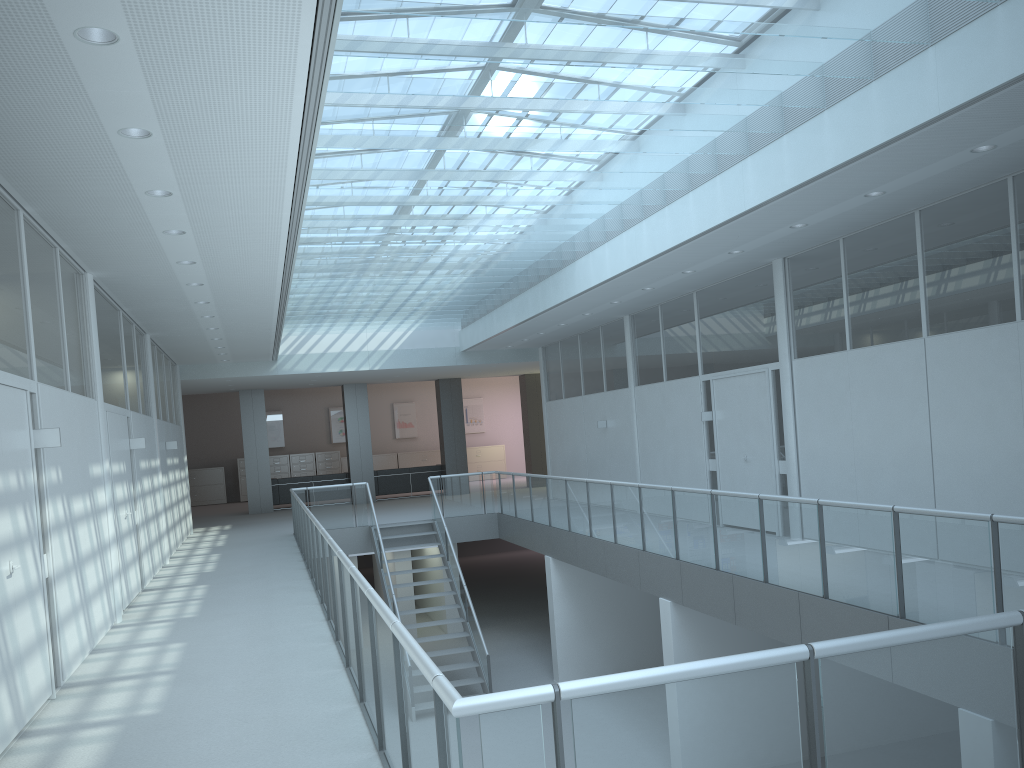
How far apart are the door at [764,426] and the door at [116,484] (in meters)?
6.74

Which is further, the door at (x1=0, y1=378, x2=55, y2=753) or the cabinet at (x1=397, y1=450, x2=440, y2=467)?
the cabinet at (x1=397, y1=450, x2=440, y2=467)

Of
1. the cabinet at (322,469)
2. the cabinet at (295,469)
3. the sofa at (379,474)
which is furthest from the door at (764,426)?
the cabinet at (295,469)

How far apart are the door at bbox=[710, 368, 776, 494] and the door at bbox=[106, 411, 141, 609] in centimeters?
674cm

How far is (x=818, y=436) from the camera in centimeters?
914cm

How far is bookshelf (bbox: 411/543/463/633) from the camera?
16.28m

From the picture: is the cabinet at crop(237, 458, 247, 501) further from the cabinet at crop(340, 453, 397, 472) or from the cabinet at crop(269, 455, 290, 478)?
the cabinet at crop(340, 453, 397, 472)

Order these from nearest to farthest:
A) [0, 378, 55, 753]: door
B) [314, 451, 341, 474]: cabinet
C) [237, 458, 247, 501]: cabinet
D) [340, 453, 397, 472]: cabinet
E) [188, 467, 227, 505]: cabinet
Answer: [0, 378, 55, 753]: door → [188, 467, 227, 505]: cabinet → [237, 458, 247, 501]: cabinet → [314, 451, 341, 474]: cabinet → [340, 453, 397, 472]: cabinet

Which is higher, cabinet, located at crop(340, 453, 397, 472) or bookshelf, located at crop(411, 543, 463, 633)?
cabinet, located at crop(340, 453, 397, 472)

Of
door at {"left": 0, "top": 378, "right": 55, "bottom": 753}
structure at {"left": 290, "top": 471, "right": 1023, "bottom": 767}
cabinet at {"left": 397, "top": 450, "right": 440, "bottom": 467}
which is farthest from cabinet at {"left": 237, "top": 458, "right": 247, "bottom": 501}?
door at {"left": 0, "top": 378, "right": 55, "bottom": 753}
